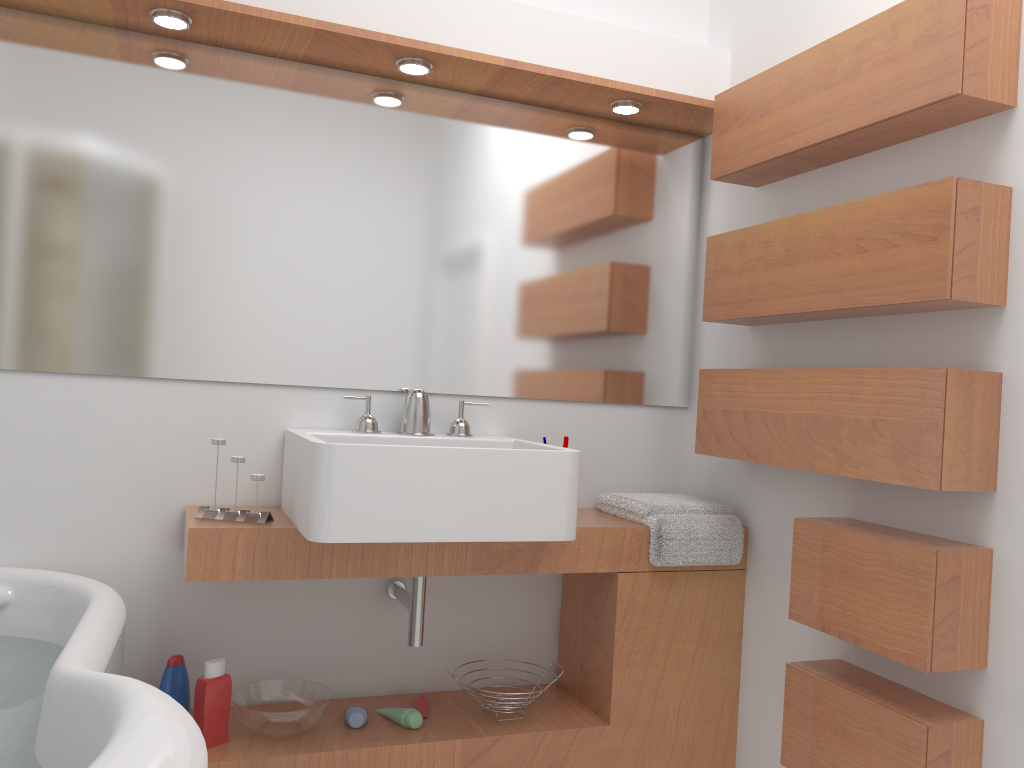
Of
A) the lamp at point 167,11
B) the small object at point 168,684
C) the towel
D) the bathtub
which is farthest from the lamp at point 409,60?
the small object at point 168,684

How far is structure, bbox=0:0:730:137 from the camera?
2.2 meters

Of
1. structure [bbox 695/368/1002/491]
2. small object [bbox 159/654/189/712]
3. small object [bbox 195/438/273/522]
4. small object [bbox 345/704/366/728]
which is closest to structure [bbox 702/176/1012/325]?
structure [bbox 695/368/1002/491]

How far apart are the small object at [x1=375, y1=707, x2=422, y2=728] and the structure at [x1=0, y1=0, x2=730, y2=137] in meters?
1.7

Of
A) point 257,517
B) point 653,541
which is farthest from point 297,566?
point 653,541

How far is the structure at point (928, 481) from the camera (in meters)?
1.77

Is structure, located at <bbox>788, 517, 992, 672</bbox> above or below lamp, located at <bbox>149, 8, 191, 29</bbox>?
below

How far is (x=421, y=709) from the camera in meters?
2.4

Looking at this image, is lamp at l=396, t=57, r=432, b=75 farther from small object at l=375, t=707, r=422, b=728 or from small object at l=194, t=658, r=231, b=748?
small object at l=375, t=707, r=422, b=728

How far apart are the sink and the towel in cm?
36
